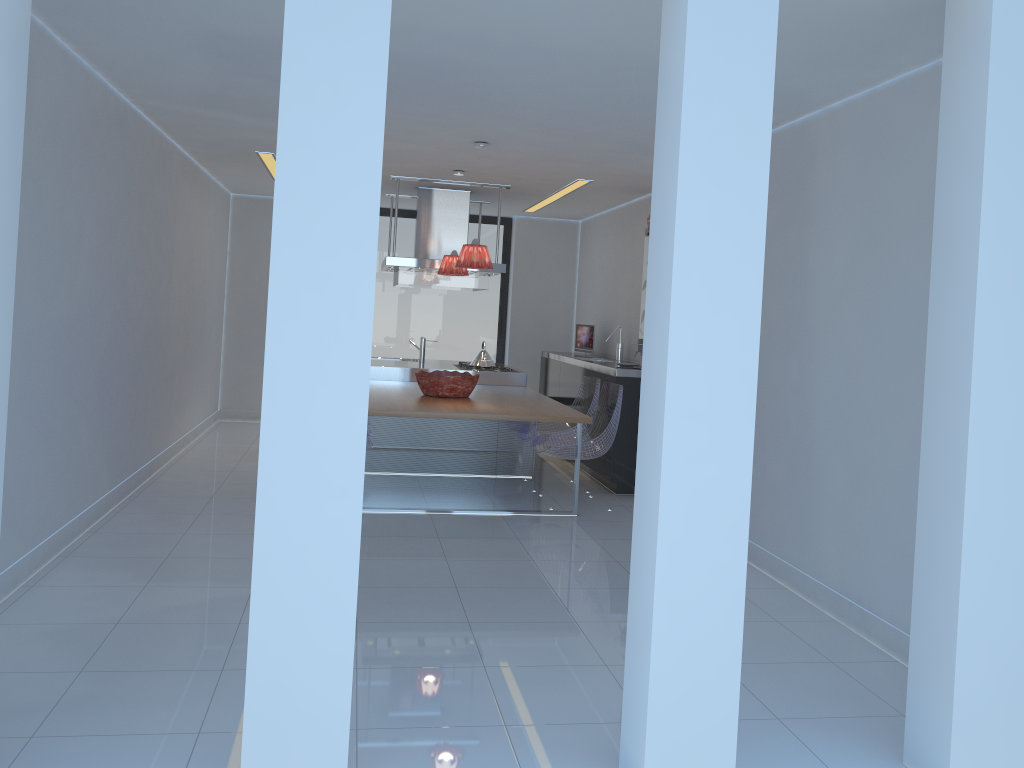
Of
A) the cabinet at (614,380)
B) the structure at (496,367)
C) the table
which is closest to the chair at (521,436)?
the cabinet at (614,380)

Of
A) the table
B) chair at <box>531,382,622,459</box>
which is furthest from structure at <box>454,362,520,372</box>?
chair at <box>531,382,622,459</box>

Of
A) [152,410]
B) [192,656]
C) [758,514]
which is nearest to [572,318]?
[152,410]

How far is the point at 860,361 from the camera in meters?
4.1 m

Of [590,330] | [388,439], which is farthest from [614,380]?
[590,330]

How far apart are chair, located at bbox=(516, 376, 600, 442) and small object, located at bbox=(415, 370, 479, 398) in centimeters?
66cm

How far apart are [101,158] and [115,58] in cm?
68

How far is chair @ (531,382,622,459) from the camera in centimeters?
627cm

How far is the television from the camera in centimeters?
900cm

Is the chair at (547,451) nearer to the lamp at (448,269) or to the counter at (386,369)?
the counter at (386,369)
